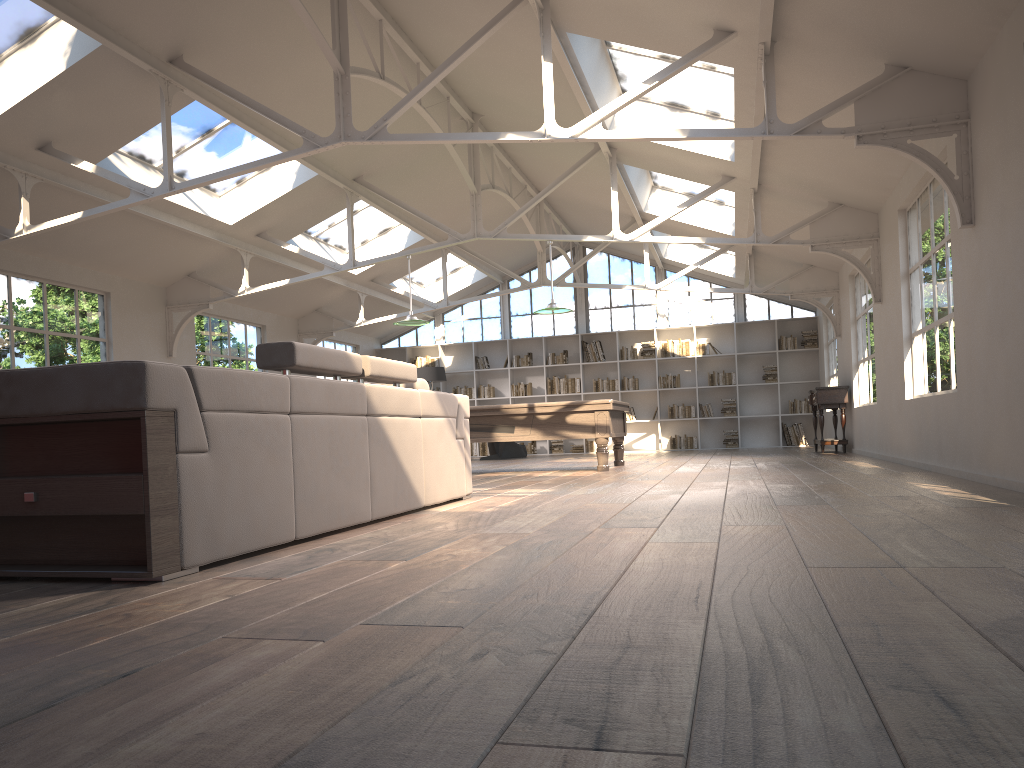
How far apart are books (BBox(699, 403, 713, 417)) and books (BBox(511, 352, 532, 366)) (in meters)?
3.51

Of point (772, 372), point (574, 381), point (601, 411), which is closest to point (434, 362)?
point (574, 381)

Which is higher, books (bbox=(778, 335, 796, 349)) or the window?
the window

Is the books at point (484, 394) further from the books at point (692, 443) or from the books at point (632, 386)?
the books at point (692, 443)

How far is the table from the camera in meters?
12.1 m

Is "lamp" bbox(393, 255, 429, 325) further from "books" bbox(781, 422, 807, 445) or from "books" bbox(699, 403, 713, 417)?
"books" bbox(781, 422, 807, 445)

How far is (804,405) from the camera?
16.3m

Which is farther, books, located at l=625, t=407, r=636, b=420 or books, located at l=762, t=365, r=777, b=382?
books, located at l=625, t=407, r=636, b=420

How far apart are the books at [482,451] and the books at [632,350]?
3.3m

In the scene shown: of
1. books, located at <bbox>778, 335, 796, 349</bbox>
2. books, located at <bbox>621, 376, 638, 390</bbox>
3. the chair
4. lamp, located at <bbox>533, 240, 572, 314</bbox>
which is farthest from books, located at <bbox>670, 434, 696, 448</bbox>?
lamp, located at <bbox>533, 240, 572, 314</bbox>
